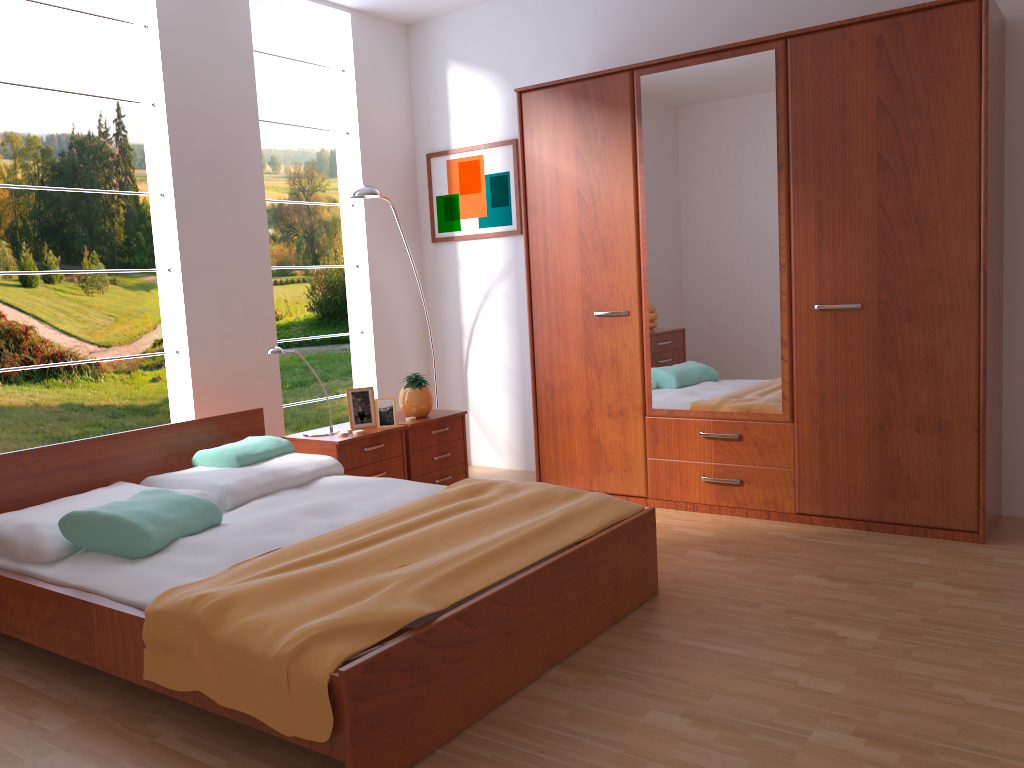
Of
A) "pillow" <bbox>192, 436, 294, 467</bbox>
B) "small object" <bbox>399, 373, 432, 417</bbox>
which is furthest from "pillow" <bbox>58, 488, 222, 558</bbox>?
"small object" <bbox>399, 373, 432, 417</bbox>

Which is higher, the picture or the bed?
the picture

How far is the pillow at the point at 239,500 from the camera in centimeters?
325cm

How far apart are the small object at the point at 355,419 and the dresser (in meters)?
0.81

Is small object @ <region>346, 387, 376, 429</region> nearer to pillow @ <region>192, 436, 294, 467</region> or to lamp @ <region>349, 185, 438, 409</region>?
pillow @ <region>192, 436, 294, 467</region>

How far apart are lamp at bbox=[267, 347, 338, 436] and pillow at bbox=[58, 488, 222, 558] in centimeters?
99cm

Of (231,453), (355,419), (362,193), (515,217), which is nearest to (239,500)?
(231,453)

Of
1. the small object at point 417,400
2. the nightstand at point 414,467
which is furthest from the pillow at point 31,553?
the small object at point 417,400

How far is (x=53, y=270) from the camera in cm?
557

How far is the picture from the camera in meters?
4.9 m
